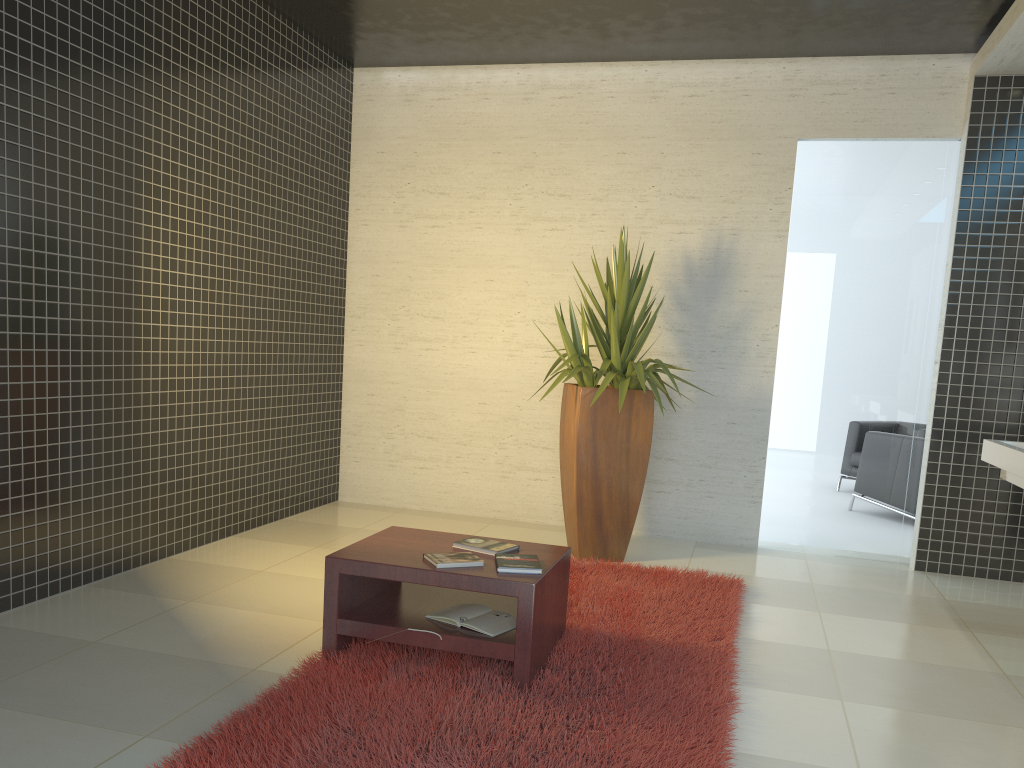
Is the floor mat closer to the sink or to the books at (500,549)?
the books at (500,549)

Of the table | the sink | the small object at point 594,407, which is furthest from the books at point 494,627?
the sink

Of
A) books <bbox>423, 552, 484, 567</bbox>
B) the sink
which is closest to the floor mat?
books <bbox>423, 552, 484, 567</bbox>

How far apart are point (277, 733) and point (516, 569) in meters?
1.0

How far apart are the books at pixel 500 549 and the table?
0.04m

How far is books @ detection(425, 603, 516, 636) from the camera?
3.3m

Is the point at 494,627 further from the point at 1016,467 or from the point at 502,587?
the point at 1016,467

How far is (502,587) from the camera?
3.2 meters

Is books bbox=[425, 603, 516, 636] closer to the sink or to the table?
the table

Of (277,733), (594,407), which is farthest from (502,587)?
(594,407)
